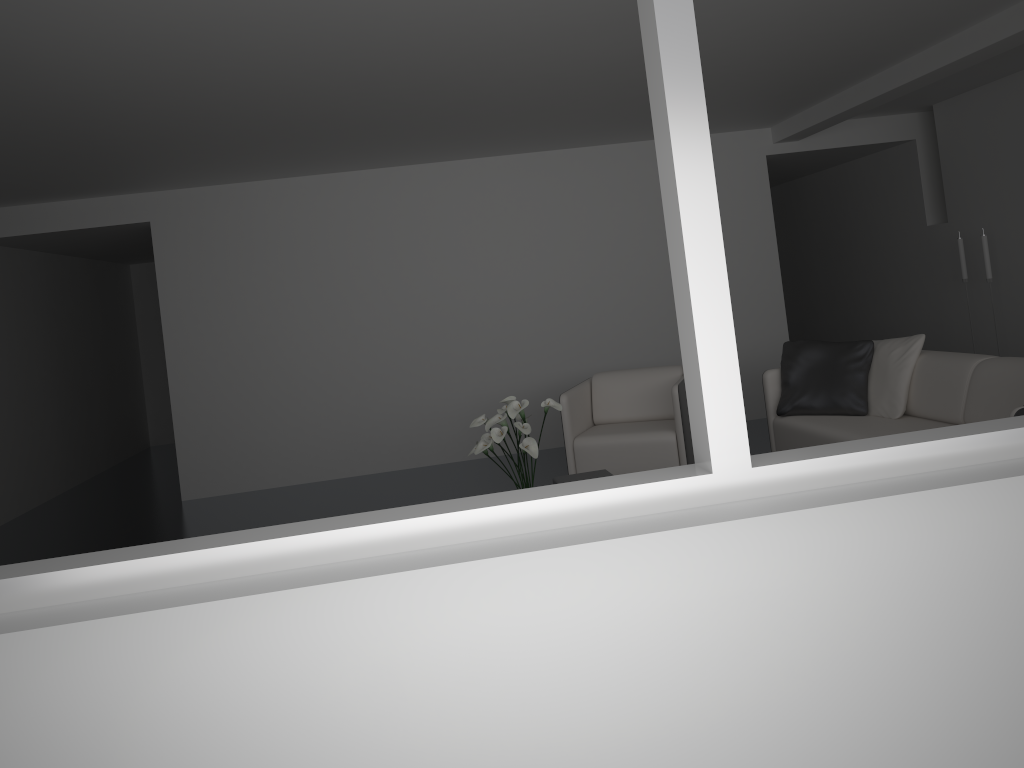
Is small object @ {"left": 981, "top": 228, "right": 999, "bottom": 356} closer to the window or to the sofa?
the sofa

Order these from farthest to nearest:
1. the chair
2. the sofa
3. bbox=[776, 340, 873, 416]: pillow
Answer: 1. the chair
2. bbox=[776, 340, 873, 416]: pillow
3. the sofa

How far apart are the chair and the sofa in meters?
0.5

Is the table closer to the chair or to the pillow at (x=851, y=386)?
the chair

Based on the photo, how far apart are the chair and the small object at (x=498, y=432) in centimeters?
100cm

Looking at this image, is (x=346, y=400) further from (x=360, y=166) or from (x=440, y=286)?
(x=360, y=166)

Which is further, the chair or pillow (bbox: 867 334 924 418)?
the chair

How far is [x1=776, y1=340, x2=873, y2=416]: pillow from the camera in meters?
5.2 m

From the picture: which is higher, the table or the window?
the window

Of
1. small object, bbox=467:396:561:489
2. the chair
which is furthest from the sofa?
small object, bbox=467:396:561:489
